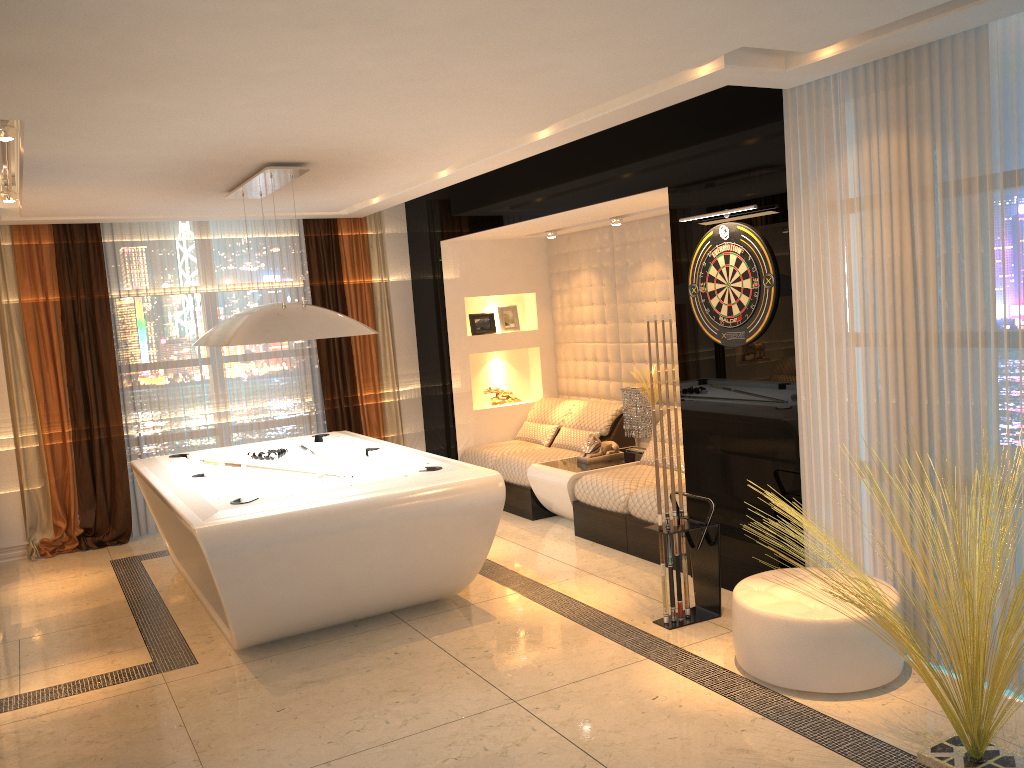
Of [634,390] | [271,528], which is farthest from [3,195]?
[634,390]

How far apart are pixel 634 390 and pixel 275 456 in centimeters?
282cm

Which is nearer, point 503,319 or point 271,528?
point 271,528

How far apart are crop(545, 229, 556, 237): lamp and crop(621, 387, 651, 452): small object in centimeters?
157cm

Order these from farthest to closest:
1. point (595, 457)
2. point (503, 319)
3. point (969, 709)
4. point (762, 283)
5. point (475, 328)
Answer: point (503, 319) < point (475, 328) < point (595, 457) < point (762, 283) < point (969, 709)

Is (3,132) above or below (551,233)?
above

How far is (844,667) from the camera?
3.6 meters

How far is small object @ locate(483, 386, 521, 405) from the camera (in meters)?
8.41

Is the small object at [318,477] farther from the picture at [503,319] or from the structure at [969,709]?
the picture at [503,319]

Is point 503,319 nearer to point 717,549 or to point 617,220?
point 617,220
